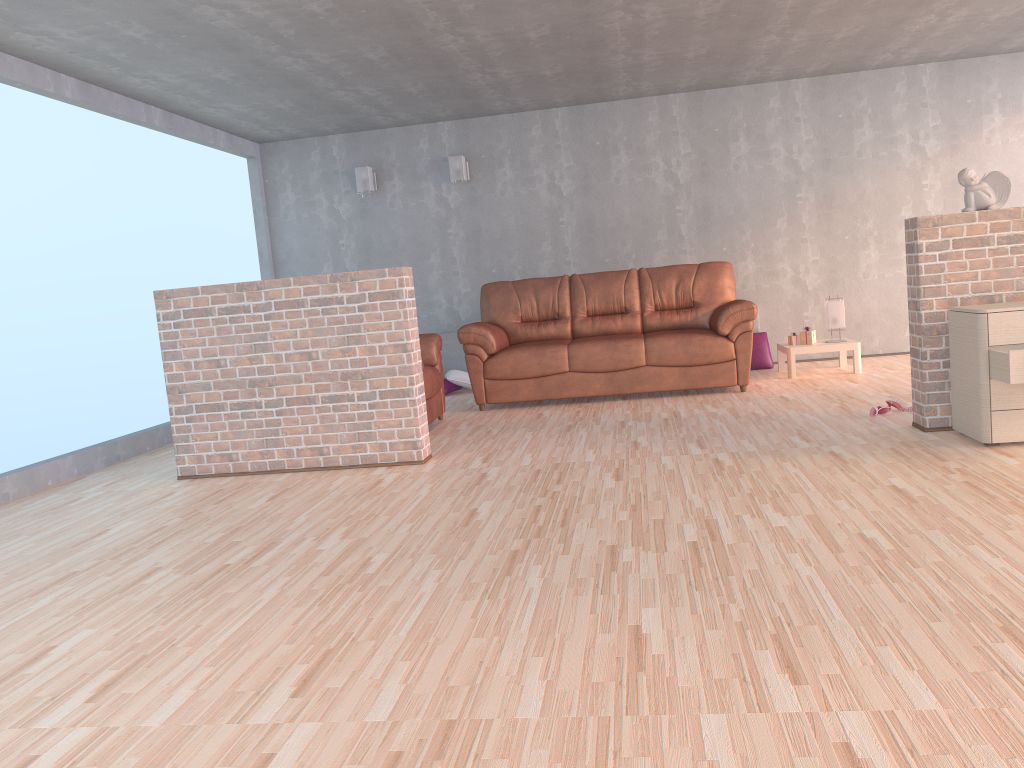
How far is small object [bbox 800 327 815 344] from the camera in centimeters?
699cm

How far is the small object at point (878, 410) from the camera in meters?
4.9

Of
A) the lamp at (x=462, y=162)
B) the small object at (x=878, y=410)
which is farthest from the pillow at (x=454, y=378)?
the small object at (x=878, y=410)

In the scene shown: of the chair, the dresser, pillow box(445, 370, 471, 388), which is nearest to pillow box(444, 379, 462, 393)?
pillow box(445, 370, 471, 388)

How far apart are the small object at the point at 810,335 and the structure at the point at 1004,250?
2.5 meters

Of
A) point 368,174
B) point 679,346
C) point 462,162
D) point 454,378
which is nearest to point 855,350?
point 679,346

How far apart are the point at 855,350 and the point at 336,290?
4.16m

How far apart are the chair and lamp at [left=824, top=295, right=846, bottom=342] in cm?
309

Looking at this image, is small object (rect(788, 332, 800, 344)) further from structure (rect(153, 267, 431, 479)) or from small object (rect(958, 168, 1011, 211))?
structure (rect(153, 267, 431, 479))

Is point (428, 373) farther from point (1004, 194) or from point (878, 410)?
point (1004, 194)
